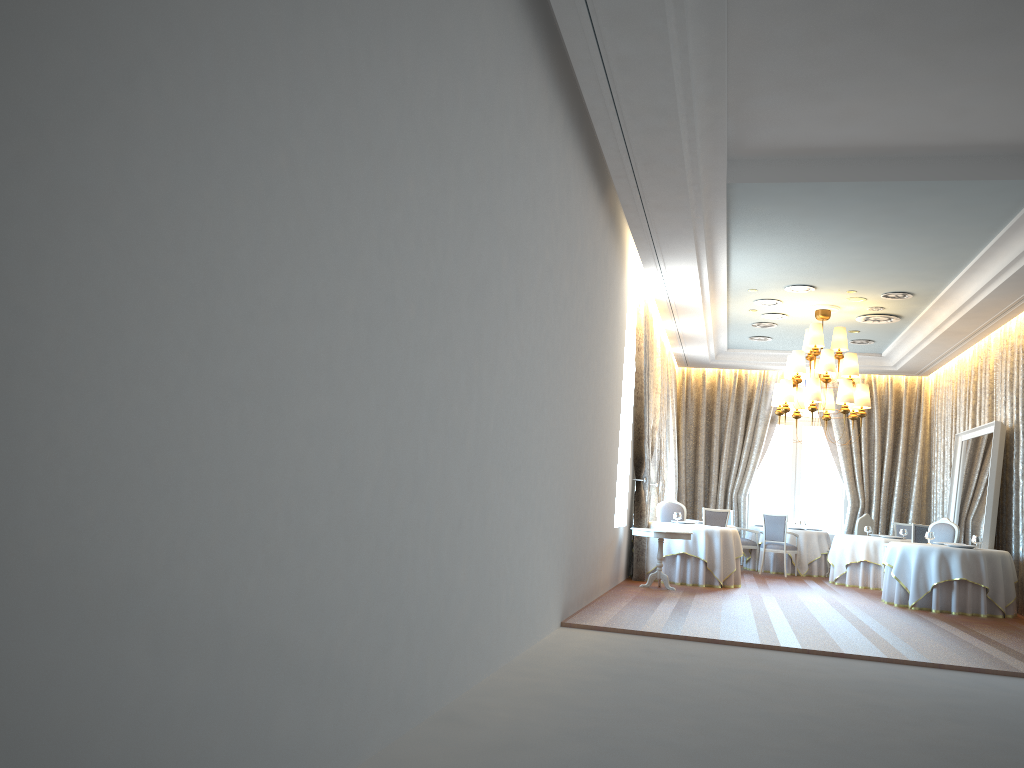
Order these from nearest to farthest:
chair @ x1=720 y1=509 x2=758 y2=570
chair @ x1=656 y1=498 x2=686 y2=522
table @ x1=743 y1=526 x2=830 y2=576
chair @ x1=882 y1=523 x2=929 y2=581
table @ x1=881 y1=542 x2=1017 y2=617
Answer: table @ x1=881 y1=542 x2=1017 y2=617
chair @ x1=882 y1=523 x2=929 y2=581
chair @ x1=656 y1=498 x2=686 y2=522
table @ x1=743 y1=526 x2=830 y2=576
chair @ x1=720 y1=509 x2=758 y2=570

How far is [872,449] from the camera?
18.01m

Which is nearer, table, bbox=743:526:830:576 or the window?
table, bbox=743:526:830:576

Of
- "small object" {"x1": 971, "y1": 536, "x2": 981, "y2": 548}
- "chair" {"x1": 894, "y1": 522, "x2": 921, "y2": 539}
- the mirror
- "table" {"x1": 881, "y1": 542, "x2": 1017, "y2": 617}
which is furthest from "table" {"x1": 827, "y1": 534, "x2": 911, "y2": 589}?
"small object" {"x1": 971, "y1": 536, "x2": 981, "y2": 548}

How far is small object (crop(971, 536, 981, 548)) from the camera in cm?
1177

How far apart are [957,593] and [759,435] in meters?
7.3 m

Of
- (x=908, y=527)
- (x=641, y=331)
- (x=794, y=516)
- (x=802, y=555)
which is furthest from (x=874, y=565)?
(x=641, y=331)

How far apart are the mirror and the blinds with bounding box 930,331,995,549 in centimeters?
27cm

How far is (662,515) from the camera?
14.4m

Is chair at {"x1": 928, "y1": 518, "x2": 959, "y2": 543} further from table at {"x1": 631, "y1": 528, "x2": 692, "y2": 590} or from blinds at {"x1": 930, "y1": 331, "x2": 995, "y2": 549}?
table at {"x1": 631, "y1": 528, "x2": 692, "y2": 590}
